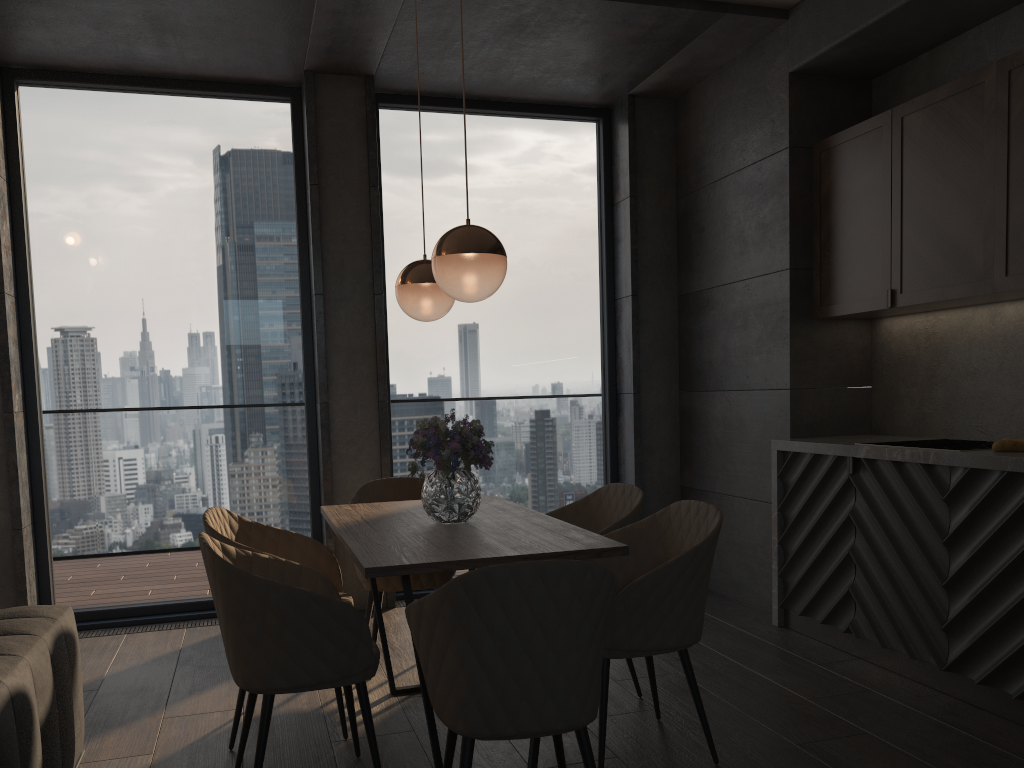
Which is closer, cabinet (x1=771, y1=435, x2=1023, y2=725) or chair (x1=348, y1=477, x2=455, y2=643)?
cabinet (x1=771, y1=435, x2=1023, y2=725)

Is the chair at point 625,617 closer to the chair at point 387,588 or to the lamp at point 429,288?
the chair at point 387,588

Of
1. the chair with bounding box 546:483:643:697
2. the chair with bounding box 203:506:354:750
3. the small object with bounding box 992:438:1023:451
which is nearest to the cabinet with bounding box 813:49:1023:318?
the small object with bounding box 992:438:1023:451

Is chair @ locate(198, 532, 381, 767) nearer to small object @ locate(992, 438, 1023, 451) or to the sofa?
the sofa

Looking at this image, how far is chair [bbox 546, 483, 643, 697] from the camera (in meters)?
3.42

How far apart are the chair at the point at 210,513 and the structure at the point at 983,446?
2.4 meters

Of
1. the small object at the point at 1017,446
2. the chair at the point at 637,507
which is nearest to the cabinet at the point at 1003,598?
the small object at the point at 1017,446

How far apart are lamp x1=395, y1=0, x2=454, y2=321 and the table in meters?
0.8 m

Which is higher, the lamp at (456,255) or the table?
the lamp at (456,255)

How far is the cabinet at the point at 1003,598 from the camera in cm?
312
